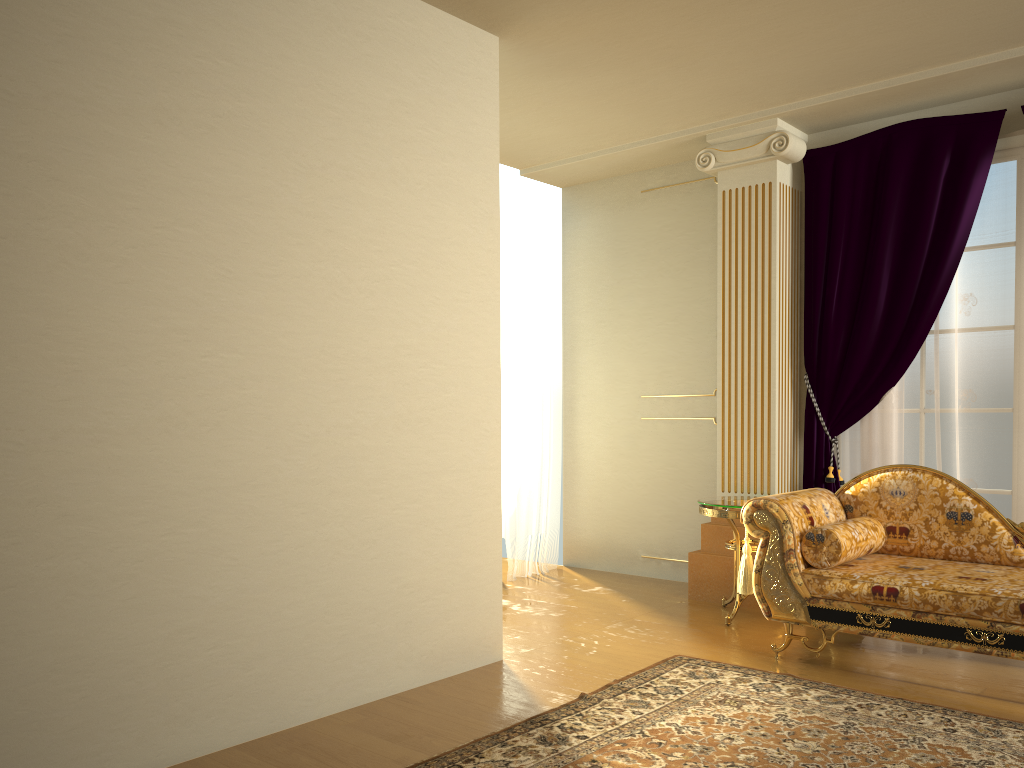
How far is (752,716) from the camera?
3.2m

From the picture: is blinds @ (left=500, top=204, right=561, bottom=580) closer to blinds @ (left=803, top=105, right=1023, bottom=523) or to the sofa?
blinds @ (left=803, top=105, right=1023, bottom=523)

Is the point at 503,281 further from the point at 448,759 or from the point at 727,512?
the point at 448,759

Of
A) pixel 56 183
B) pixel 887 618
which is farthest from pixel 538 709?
pixel 56 183

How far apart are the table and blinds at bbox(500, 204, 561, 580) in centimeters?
145cm

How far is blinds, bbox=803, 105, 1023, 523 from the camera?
4.5 meters

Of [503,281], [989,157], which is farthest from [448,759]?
[989,157]

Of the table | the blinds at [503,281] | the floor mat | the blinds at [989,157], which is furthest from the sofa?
the blinds at [503,281]

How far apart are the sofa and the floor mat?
0.3m

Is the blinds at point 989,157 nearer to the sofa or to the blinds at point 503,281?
the sofa
